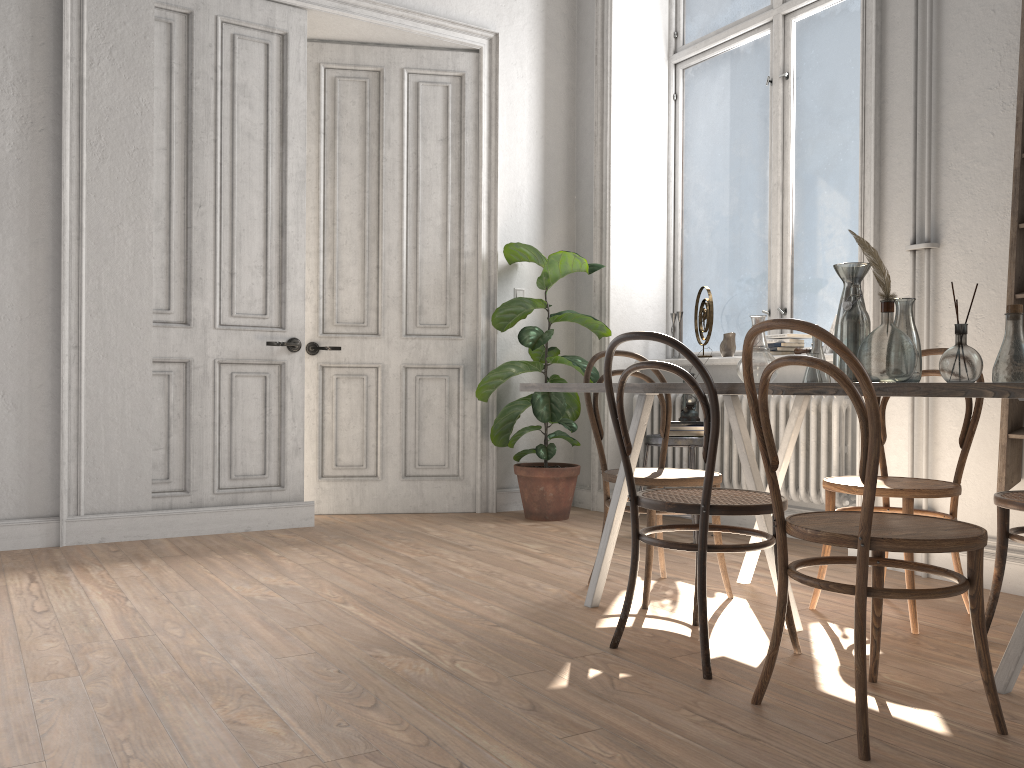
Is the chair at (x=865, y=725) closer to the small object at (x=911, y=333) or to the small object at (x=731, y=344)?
the small object at (x=911, y=333)

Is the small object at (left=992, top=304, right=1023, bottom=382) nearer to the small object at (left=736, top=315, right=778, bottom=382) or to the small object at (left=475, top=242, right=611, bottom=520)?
the small object at (left=736, top=315, right=778, bottom=382)

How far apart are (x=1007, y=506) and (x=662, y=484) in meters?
1.0 m

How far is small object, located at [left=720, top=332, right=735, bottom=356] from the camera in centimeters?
500cm

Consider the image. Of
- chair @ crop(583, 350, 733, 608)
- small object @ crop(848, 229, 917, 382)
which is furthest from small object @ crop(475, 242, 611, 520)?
small object @ crop(848, 229, 917, 382)

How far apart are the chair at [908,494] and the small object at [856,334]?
0.4m

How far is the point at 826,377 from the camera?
2.76m

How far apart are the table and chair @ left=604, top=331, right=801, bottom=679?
0.04m

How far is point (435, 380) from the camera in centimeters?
538cm

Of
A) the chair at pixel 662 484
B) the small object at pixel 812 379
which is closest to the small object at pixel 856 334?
the small object at pixel 812 379
